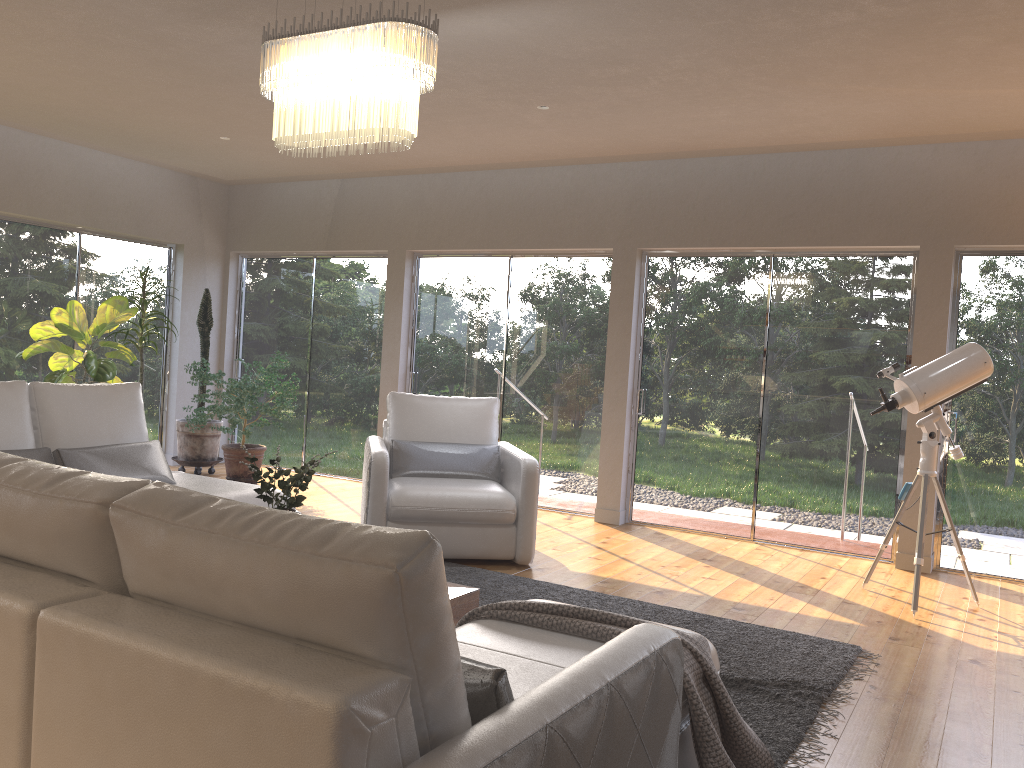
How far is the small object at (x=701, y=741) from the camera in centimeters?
229cm

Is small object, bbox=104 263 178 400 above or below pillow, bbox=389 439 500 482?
above

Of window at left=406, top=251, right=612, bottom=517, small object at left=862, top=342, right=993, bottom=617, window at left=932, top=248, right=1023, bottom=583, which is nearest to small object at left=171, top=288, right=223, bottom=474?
window at left=406, top=251, right=612, bottom=517

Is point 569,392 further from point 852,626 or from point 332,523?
point 332,523

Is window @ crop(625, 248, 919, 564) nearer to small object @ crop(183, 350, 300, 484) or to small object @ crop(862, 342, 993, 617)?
small object @ crop(862, 342, 993, 617)

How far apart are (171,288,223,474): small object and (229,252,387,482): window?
0.64m

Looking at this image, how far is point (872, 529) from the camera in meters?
6.1

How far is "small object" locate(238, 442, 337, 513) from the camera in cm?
349

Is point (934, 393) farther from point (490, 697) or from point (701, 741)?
point (490, 697)

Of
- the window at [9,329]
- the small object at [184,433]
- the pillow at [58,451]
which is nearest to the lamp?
the pillow at [58,451]
